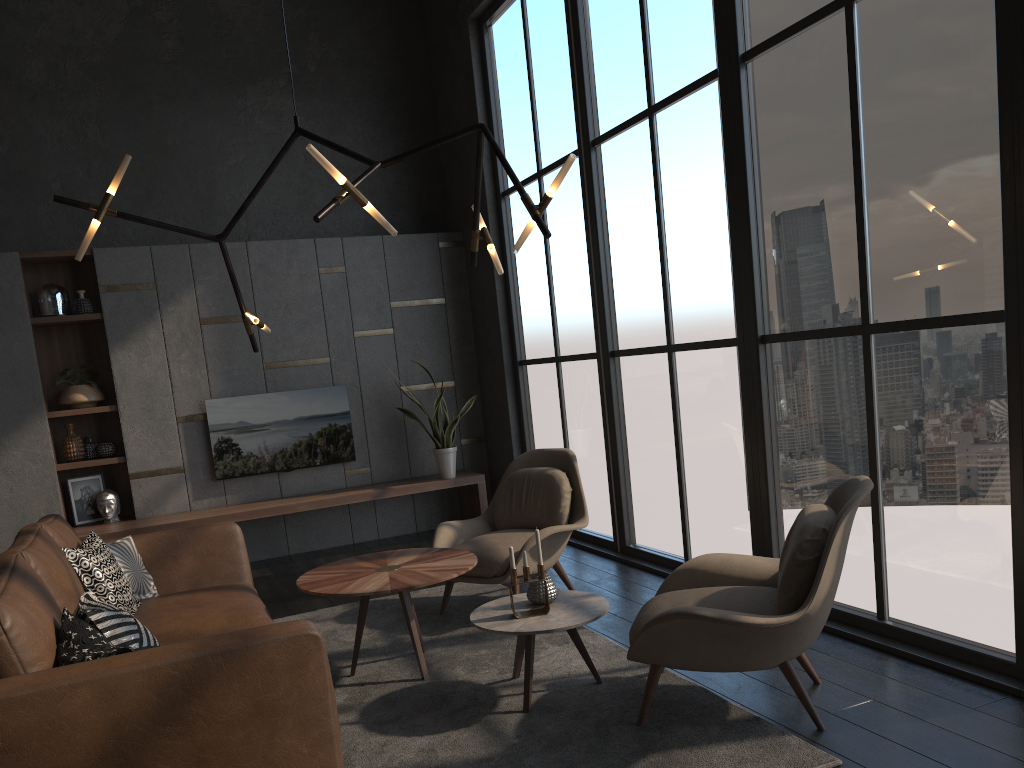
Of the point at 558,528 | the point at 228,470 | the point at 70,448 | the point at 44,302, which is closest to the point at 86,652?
the point at 558,528

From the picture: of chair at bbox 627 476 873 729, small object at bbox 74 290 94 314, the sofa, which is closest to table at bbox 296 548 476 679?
the sofa

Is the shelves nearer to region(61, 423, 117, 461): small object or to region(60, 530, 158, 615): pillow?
region(61, 423, 117, 461): small object

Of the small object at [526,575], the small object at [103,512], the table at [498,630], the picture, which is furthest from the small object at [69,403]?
the small object at [526,575]

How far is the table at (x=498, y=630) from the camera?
3.3m

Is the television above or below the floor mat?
above

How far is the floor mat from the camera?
2.90m

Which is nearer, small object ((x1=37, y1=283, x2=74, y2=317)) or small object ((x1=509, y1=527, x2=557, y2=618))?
small object ((x1=509, y1=527, x2=557, y2=618))

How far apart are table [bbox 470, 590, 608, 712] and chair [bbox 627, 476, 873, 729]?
0.2 meters

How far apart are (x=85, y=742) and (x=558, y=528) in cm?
271
